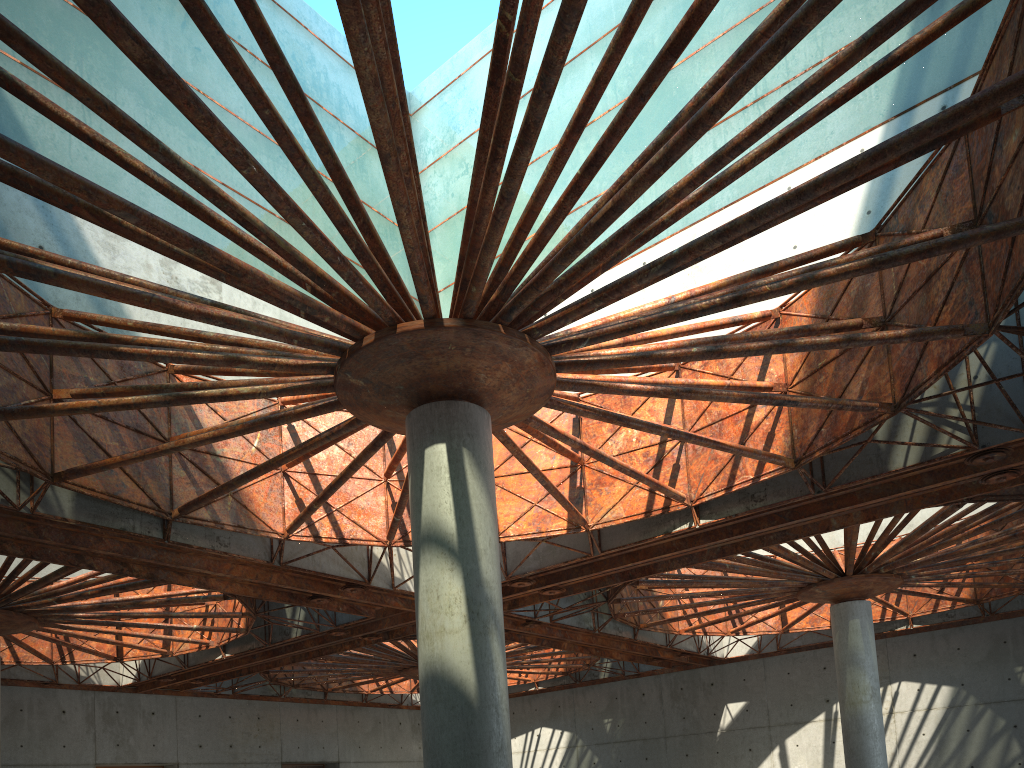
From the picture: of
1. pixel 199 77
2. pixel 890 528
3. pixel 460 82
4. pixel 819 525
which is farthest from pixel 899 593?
pixel 199 77
